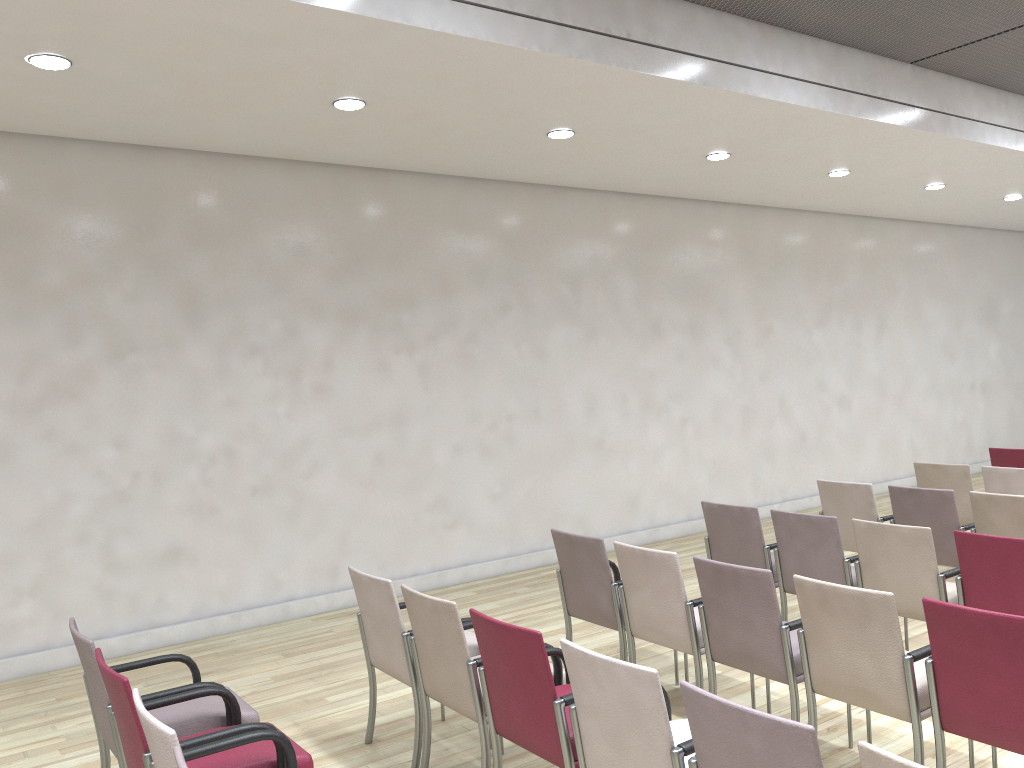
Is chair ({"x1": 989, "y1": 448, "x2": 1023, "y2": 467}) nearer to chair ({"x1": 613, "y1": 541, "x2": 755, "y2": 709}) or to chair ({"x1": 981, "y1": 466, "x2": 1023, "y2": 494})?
chair ({"x1": 981, "y1": 466, "x2": 1023, "y2": 494})

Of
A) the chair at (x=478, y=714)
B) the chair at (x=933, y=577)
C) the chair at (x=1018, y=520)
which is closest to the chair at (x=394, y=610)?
the chair at (x=478, y=714)

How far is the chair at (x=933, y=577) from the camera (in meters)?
4.50

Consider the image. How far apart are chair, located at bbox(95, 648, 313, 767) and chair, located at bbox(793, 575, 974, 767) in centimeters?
201cm

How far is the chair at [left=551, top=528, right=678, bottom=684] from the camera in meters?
4.7

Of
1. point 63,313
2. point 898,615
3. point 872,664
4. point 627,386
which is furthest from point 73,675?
point 627,386

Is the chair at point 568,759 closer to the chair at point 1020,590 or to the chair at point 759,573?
the chair at point 759,573

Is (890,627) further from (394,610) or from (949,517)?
(949,517)

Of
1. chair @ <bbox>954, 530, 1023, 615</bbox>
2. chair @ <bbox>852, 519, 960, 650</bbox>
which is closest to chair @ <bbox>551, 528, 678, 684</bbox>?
chair @ <bbox>852, 519, 960, 650</bbox>

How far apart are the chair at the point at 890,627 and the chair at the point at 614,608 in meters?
1.2 m
